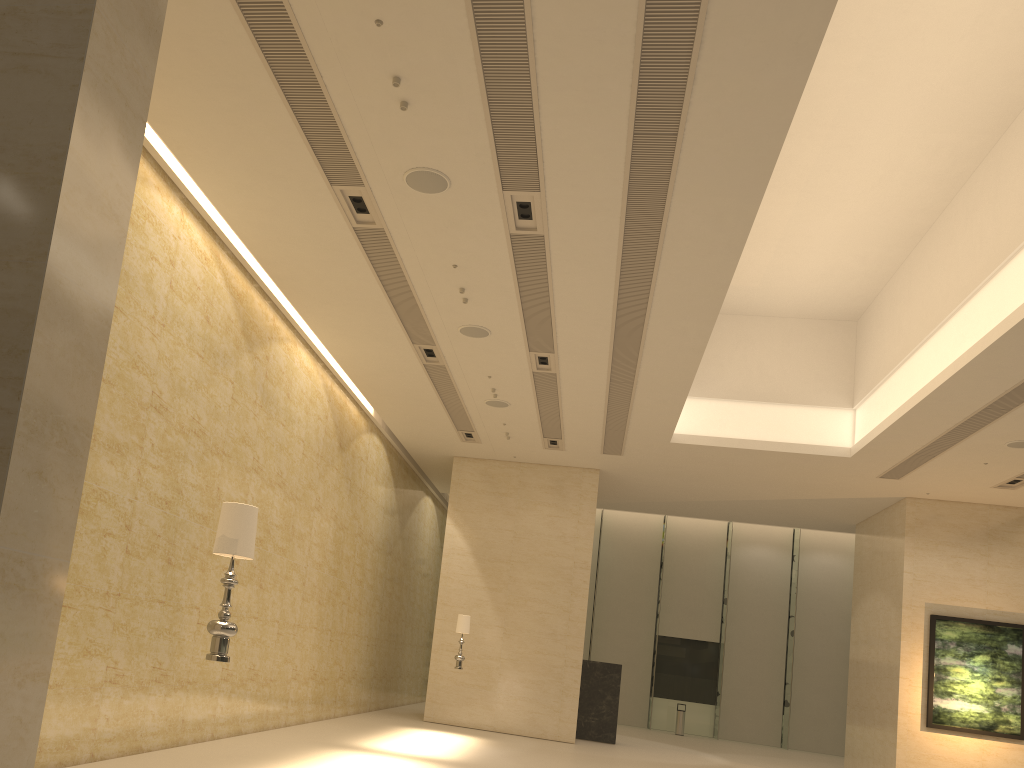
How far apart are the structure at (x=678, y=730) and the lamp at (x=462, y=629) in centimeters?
1292cm

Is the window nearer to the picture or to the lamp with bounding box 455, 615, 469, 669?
the picture

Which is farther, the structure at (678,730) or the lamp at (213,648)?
the structure at (678,730)

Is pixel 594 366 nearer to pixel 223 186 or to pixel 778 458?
pixel 778 458

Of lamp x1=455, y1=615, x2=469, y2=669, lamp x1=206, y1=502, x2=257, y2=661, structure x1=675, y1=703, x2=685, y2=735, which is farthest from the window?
lamp x1=206, y1=502, x2=257, y2=661

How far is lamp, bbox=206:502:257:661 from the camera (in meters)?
5.28

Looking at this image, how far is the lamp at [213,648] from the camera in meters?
5.3 m

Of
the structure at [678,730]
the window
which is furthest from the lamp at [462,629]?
the window

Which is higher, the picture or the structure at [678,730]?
the picture

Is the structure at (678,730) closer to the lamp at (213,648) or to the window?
the window
